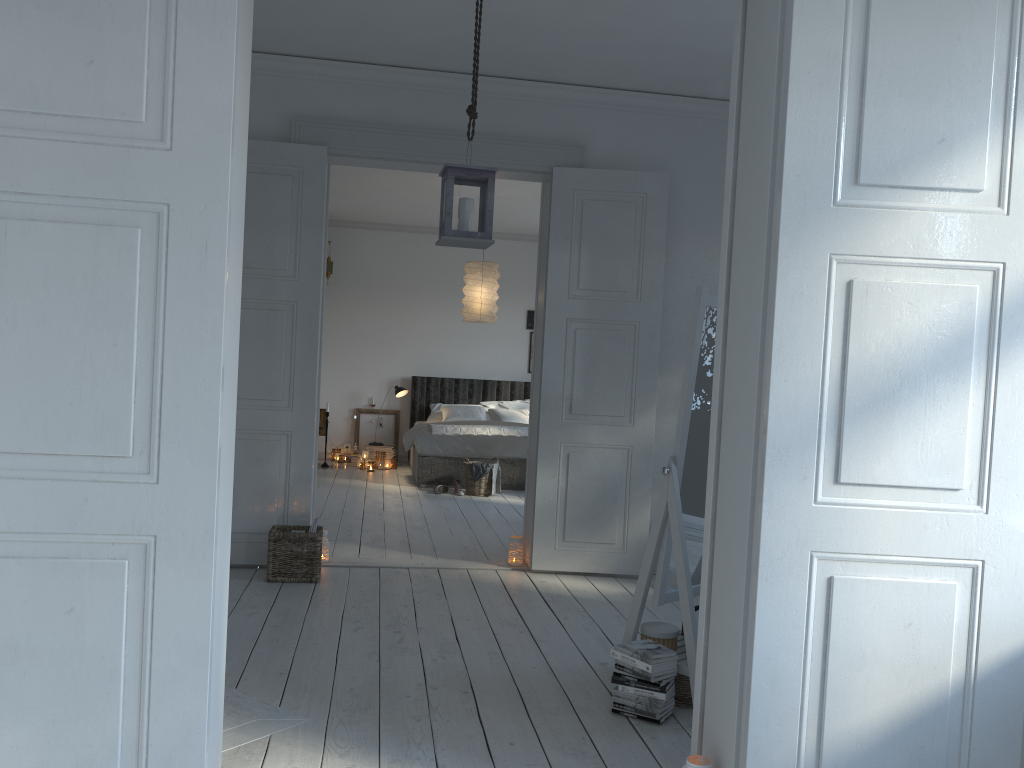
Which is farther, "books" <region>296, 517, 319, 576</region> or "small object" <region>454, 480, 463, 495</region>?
"small object" <region>454, 480, 463, 495</region>

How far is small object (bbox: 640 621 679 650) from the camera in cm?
319

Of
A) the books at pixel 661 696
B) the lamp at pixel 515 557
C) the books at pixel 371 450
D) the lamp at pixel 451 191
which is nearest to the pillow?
the books at pixel 371 450

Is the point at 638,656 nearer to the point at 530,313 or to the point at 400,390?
the point at 400,390

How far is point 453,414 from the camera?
9.9 meters

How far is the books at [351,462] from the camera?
10.0m

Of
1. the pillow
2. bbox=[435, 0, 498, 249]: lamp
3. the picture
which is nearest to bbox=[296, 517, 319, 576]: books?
bbox=[435, 0, 498, 249]: lamp

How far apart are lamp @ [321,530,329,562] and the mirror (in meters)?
2.39

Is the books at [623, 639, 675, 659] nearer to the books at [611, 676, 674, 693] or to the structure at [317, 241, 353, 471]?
the books at [611, 676, 674, 693]

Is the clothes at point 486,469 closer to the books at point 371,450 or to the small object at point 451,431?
the small object at point 451,431
